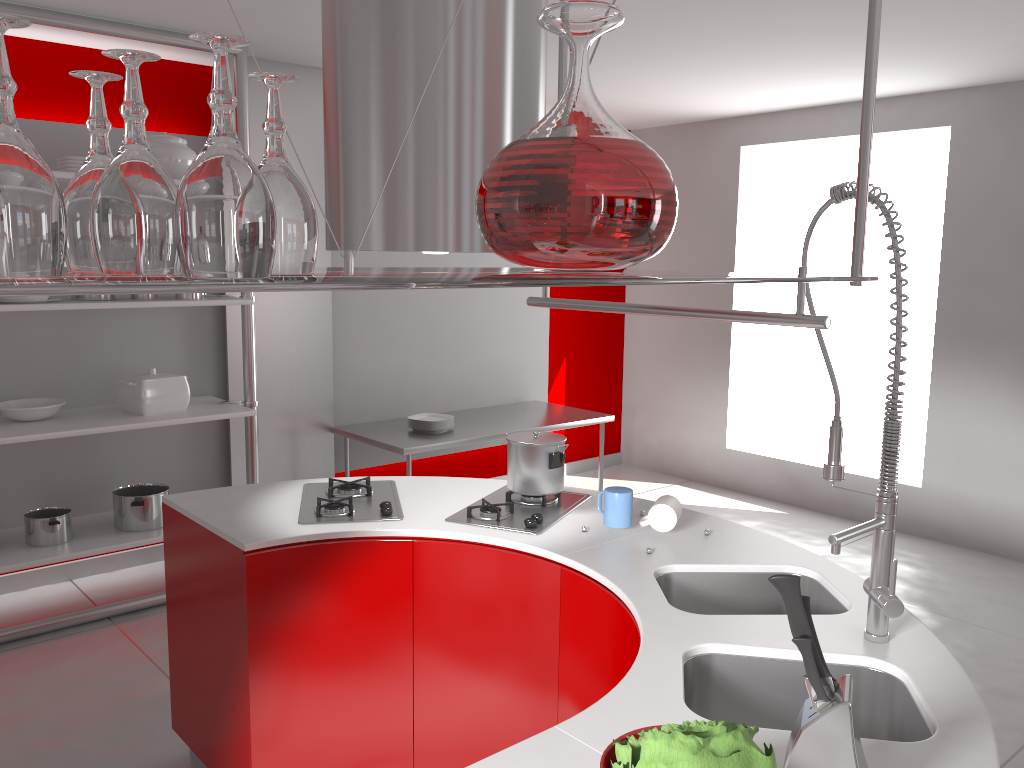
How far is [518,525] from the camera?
2.5 meters

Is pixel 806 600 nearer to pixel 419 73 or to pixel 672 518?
pixel 672 518

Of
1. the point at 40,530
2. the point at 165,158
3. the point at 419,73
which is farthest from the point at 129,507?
the point at 419,73

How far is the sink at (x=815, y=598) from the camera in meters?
2.2 m

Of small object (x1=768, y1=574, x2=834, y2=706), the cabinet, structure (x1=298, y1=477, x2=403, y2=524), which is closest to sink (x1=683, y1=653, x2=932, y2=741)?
the cabinet

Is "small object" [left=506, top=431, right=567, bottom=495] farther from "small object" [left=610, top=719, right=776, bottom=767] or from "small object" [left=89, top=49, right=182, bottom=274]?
"small object" [left=89, top=49, right=182, bottom=274]

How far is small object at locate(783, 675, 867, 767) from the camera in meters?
1.2 m

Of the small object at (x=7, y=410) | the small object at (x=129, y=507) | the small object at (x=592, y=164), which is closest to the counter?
the small object at (x=592, y=164)

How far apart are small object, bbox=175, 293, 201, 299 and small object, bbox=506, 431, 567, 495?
1.9m

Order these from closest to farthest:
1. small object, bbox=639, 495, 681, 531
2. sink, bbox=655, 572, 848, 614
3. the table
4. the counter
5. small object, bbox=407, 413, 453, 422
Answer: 1. the counter
2. sink, bbox=655, 572, 848, 614
3. small object, bbox=639, 495, 681, 531
4. the table
5. small object, bbox=407, 413, 453, 422
